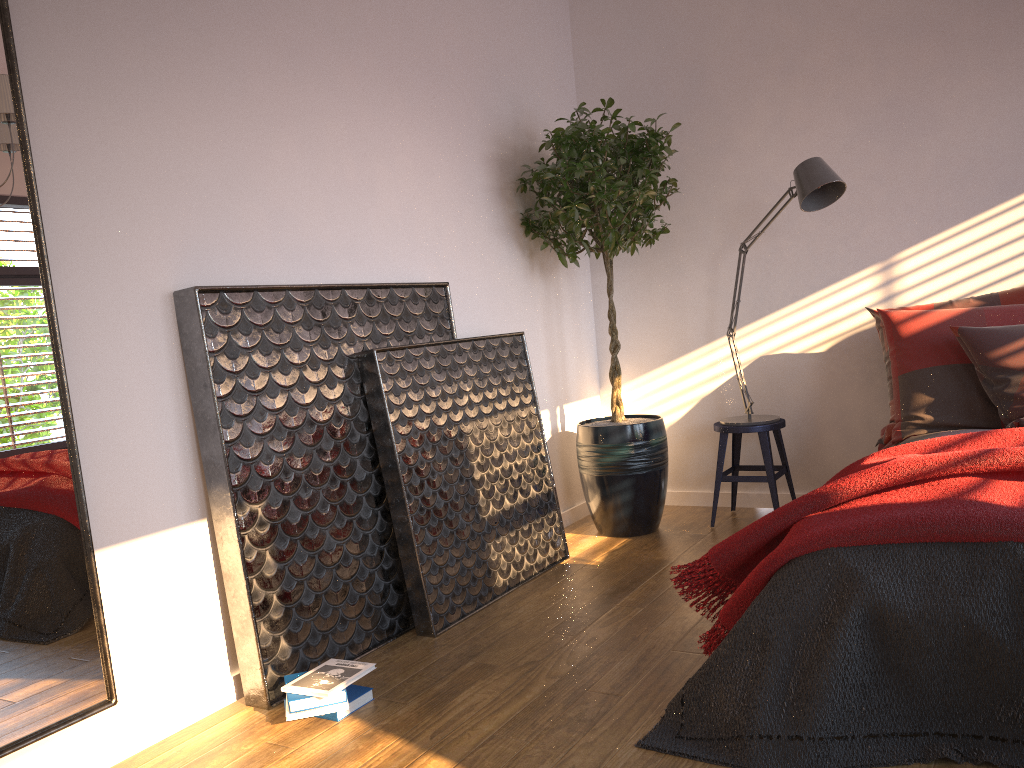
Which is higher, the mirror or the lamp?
the lamp

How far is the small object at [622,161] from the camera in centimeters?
385cm

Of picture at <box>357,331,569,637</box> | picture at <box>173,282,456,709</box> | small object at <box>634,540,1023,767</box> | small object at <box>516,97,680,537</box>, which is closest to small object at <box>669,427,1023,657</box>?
small object at <box>634,540,1023,767</box>

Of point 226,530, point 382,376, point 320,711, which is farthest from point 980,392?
point 226,530

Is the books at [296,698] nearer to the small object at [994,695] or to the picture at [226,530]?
the picture at [226,530]

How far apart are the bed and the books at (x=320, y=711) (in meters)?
2.16

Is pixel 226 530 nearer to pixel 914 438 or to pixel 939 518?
pixel 939 518

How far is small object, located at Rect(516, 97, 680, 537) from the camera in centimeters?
385cm

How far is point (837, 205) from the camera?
4.19m

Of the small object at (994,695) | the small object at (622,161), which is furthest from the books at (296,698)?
the small object at (622,161)
